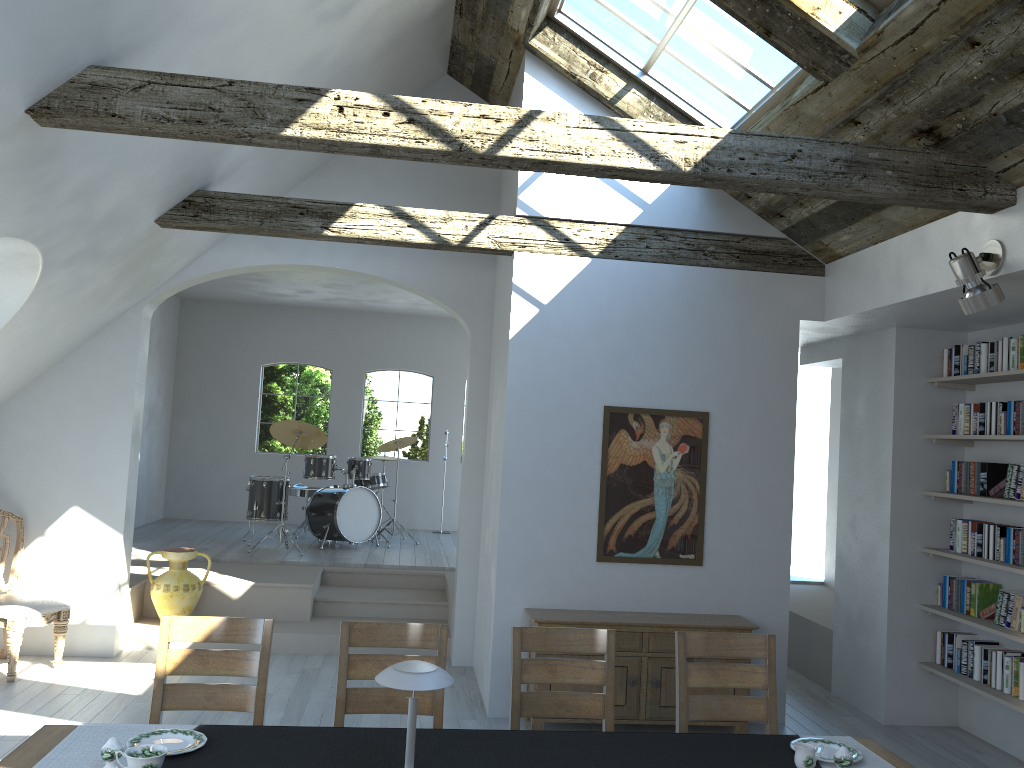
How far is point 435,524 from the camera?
12.2 meters

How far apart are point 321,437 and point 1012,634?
6.74m

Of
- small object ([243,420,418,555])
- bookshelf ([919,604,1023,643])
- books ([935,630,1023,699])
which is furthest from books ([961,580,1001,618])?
small object ([243,420,418,555])

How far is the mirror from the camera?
5.97m

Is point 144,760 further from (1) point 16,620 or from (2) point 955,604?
(2) point 955,604

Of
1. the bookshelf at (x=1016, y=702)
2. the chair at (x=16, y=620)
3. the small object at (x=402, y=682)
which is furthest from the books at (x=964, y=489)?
the chair at (x=16, y=620)

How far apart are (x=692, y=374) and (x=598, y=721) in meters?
2.4 m

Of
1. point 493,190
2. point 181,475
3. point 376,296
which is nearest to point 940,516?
point 493,190

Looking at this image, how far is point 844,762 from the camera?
3.0 meters

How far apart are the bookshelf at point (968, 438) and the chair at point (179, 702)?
4.4 meters
